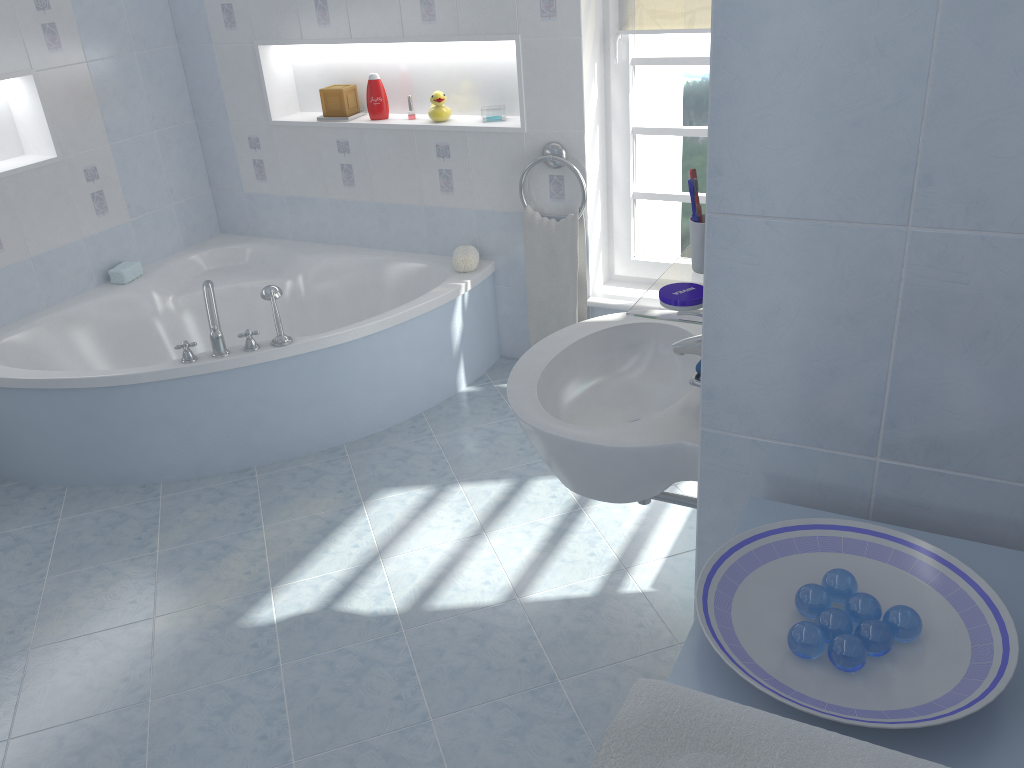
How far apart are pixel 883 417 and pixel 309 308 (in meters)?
3.13

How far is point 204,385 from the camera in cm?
308

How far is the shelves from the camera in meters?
1.5

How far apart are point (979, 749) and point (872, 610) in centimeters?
18cm

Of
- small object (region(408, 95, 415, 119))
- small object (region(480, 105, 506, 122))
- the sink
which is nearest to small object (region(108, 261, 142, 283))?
small object (region(408, 95, 415, 119))

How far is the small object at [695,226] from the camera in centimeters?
157cm

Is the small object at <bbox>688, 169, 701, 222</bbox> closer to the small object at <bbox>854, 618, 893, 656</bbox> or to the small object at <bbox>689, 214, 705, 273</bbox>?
the small object at <bbox>689, 214, 705, 273</bbox>

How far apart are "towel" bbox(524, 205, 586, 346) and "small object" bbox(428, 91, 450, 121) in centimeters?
53cm

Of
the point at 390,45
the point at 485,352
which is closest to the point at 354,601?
the point at 485,352

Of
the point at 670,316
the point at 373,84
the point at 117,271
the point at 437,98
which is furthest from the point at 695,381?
the point at 117,271
